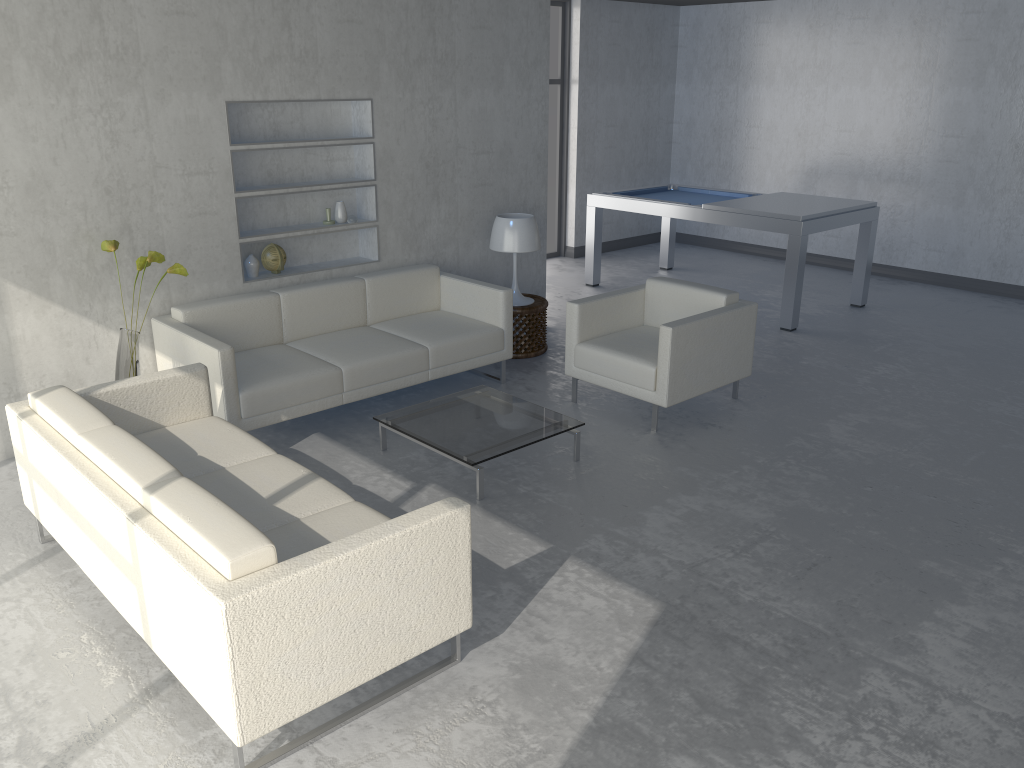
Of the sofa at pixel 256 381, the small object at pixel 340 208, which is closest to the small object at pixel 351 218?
the small object at pixel 340 208

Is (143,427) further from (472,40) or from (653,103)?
(653,103)

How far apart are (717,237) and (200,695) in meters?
8.3 m

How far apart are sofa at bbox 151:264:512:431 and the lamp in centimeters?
39cm

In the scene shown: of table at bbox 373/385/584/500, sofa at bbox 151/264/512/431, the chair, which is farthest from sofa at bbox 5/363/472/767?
the chair

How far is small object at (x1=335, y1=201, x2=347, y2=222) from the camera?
5.44m

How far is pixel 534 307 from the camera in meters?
5.9

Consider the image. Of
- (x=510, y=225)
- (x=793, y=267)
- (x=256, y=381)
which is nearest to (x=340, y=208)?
(x=510, y=225)

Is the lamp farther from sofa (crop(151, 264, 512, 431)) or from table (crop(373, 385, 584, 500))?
table (crop(373, 385, 584, 500))

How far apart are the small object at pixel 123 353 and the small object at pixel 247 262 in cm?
80
